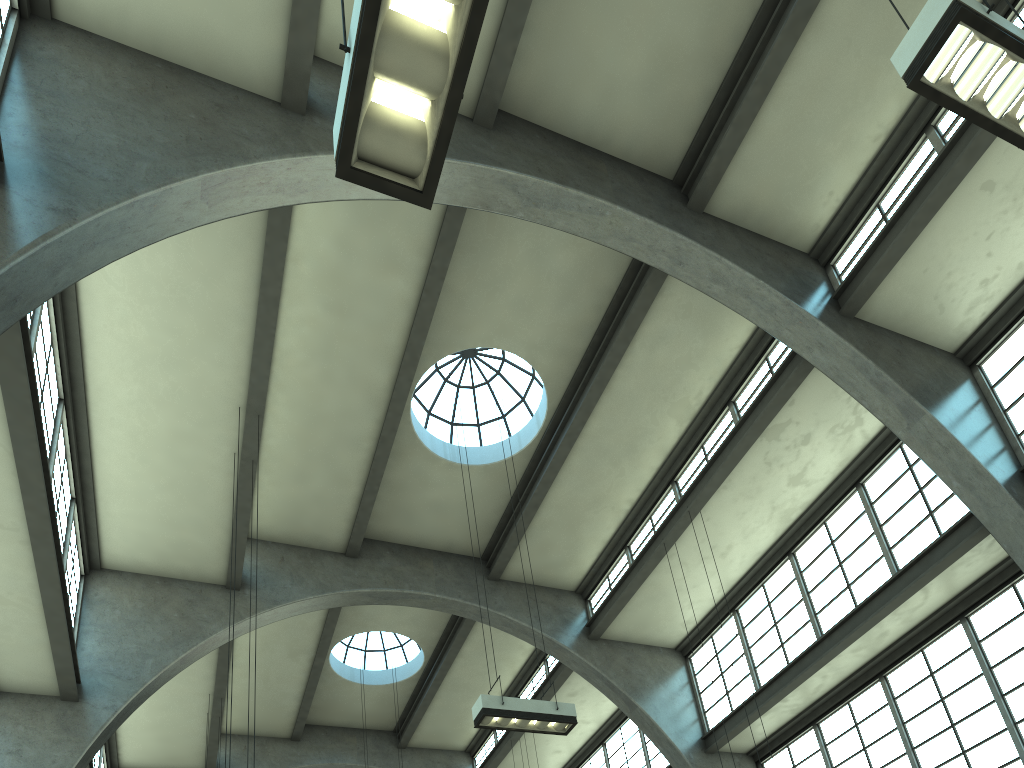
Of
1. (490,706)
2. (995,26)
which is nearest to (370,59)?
(995,26)

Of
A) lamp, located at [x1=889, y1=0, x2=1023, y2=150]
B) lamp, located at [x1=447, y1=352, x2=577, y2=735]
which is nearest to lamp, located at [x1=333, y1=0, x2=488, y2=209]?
lamp, located at [x1=889, y1=0, x2=1023, y2=150]

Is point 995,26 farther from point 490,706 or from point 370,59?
point 490,706

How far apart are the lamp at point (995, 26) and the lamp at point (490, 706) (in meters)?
8.14

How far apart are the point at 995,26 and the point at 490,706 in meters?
8.7

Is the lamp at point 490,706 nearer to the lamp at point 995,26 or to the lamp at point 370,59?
the lamp at point 370,59

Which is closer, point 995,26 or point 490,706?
point 995,26

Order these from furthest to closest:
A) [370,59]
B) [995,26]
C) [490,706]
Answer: [490,706] < [995,26] < [370,59]

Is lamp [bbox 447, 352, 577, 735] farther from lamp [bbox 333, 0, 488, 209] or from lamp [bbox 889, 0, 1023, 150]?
lamp [bbox 889, 0, 1023, 150]

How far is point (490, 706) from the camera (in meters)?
10.57
